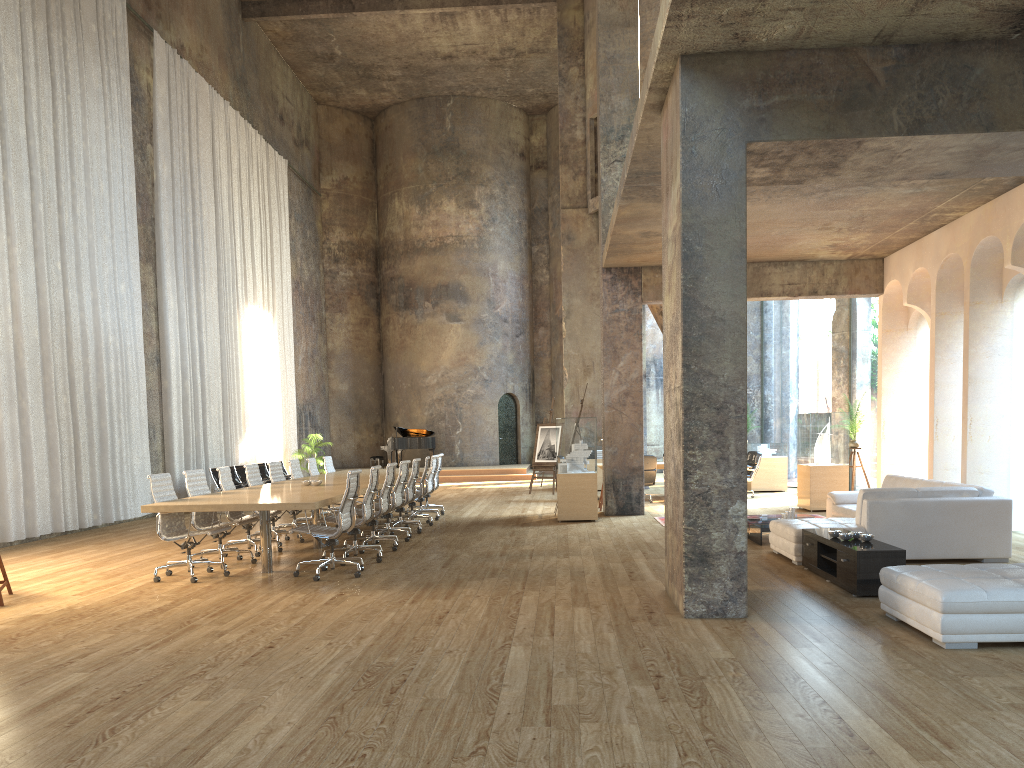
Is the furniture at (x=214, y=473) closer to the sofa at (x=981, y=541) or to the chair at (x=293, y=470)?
the chair at (x=293, y=470)

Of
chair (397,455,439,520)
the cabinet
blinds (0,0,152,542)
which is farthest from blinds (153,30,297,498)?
the cabinet

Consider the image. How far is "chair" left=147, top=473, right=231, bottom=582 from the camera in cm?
823

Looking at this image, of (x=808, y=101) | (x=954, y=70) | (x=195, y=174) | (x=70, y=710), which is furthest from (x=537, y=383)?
(x=70, y=710)

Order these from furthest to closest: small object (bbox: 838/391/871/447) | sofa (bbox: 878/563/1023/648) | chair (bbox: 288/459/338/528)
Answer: small object (bbox: 838/391/871/447), chair (bbox: 288/459/338/528), sofa (bbox: 878/563/1023/648)

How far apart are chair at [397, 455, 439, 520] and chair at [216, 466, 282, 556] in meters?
3.8

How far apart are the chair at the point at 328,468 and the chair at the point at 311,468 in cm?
80

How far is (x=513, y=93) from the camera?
27.81m

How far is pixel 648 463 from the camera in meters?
15.8

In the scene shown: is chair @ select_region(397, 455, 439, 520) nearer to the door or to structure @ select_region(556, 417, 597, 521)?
structure @ select_region(556, 417, 597, 521)
